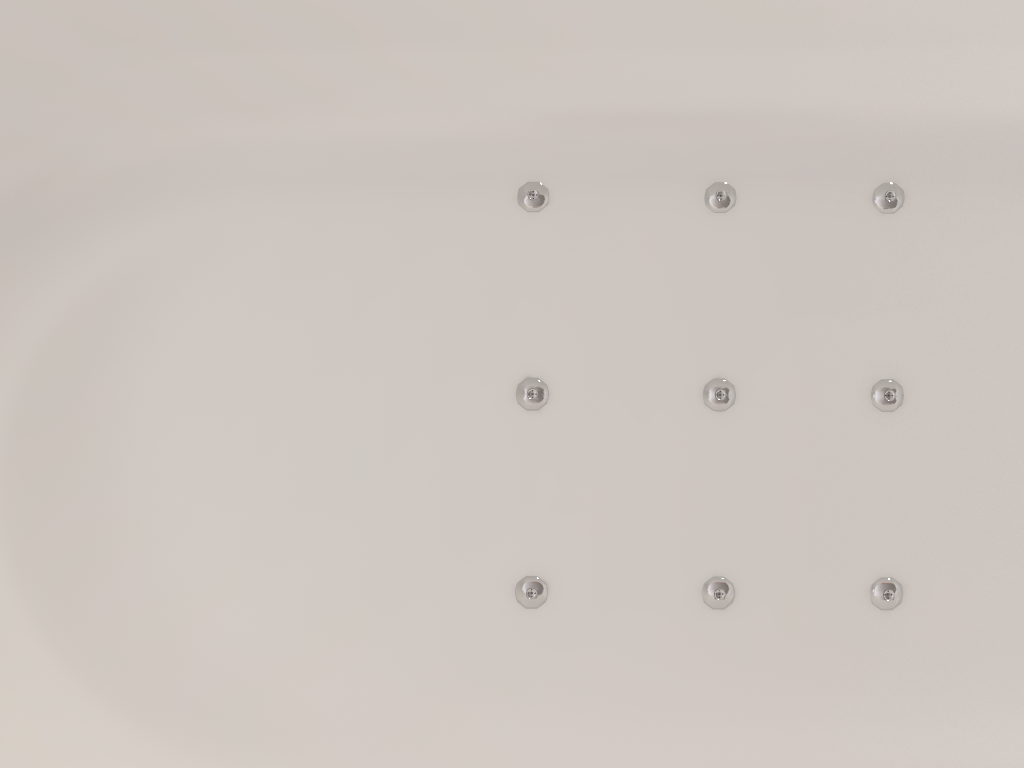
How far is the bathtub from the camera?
0.5m

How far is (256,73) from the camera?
0.5 meters

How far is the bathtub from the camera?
0.5 meters
